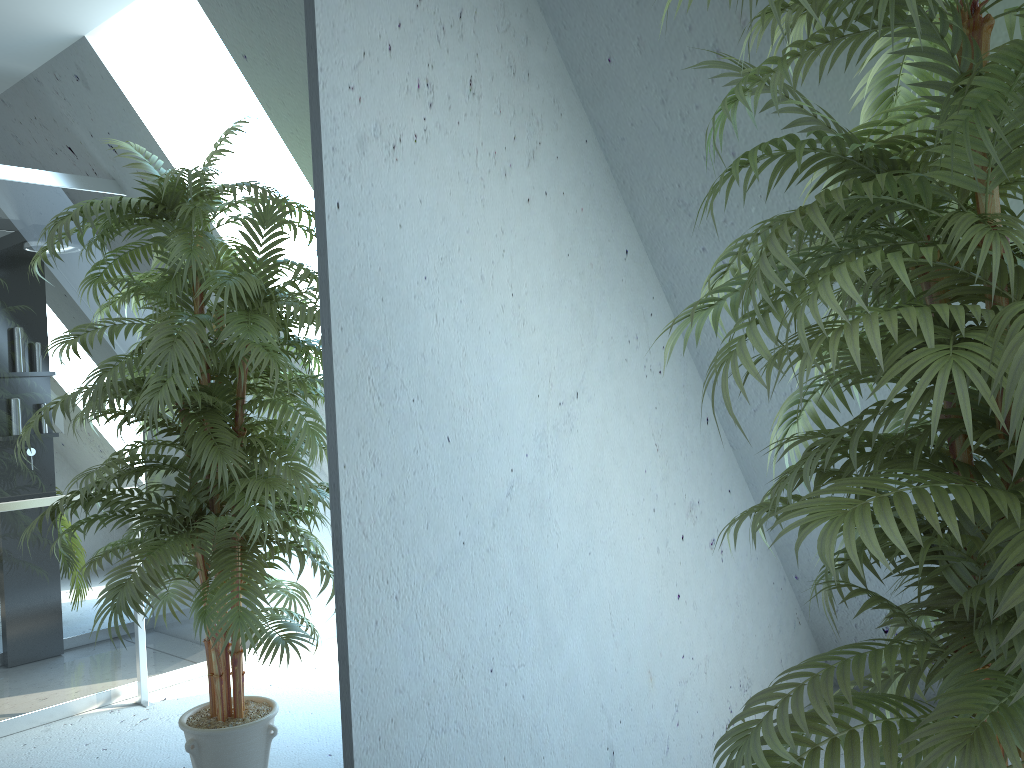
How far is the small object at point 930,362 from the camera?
1.0 meters

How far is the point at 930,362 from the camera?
1.0m

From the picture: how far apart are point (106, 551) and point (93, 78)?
0.7 meters

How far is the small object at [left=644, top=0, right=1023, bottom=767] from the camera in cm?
97
